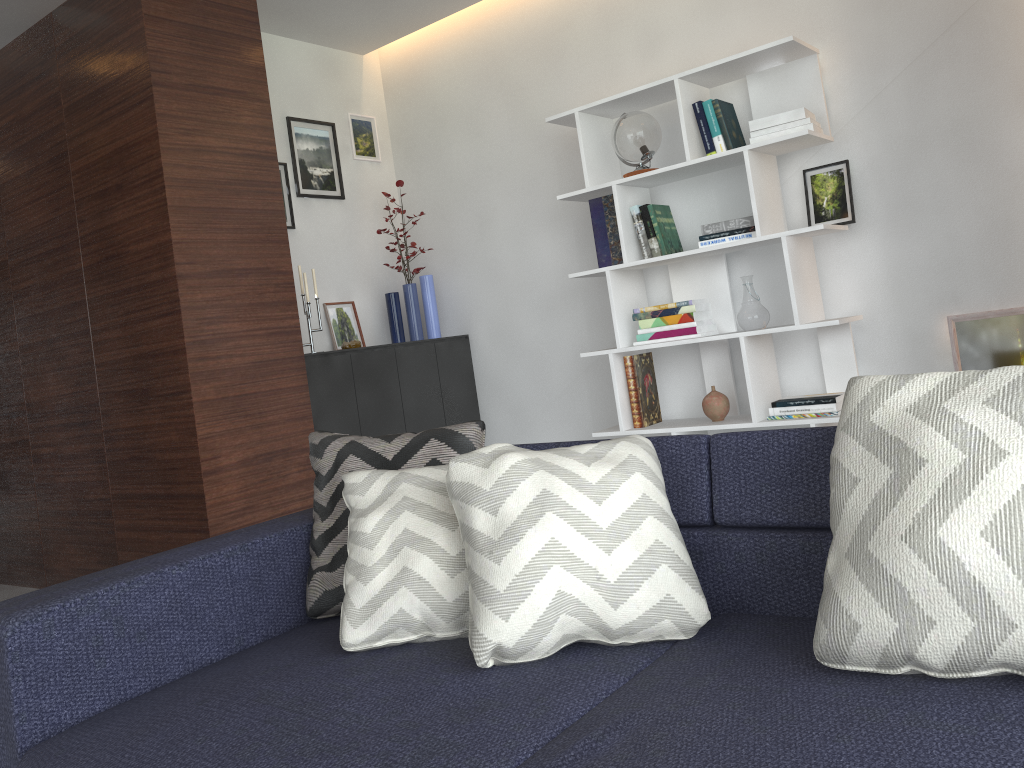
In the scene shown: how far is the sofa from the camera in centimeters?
109cm

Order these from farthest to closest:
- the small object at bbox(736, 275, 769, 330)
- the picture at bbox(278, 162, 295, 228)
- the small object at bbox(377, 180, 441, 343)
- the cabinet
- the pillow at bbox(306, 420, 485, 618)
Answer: the small object at bbox(377, 180, 441, 343) → the picture at bbox(278, 162, 295, 228) → the cabinet → the small object at bbox(736, 275, 769, 330) → the pillow at bbox(306, 420, 485, 618)

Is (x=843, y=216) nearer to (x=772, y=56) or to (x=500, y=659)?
(x=772, y=56)

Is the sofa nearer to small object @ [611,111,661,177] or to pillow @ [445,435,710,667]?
pillow @ [445,435,710,667]

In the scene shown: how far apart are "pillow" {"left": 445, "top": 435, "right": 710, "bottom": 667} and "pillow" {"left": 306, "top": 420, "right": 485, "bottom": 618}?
0.29m

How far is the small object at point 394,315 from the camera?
4.6m

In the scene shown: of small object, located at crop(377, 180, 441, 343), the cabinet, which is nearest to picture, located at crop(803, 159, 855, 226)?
the cabinet

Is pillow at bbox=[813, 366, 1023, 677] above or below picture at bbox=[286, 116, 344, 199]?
below

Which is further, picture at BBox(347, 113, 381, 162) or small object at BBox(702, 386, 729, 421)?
picture at BBox(347, 113, 381, 162)

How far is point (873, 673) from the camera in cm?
121
